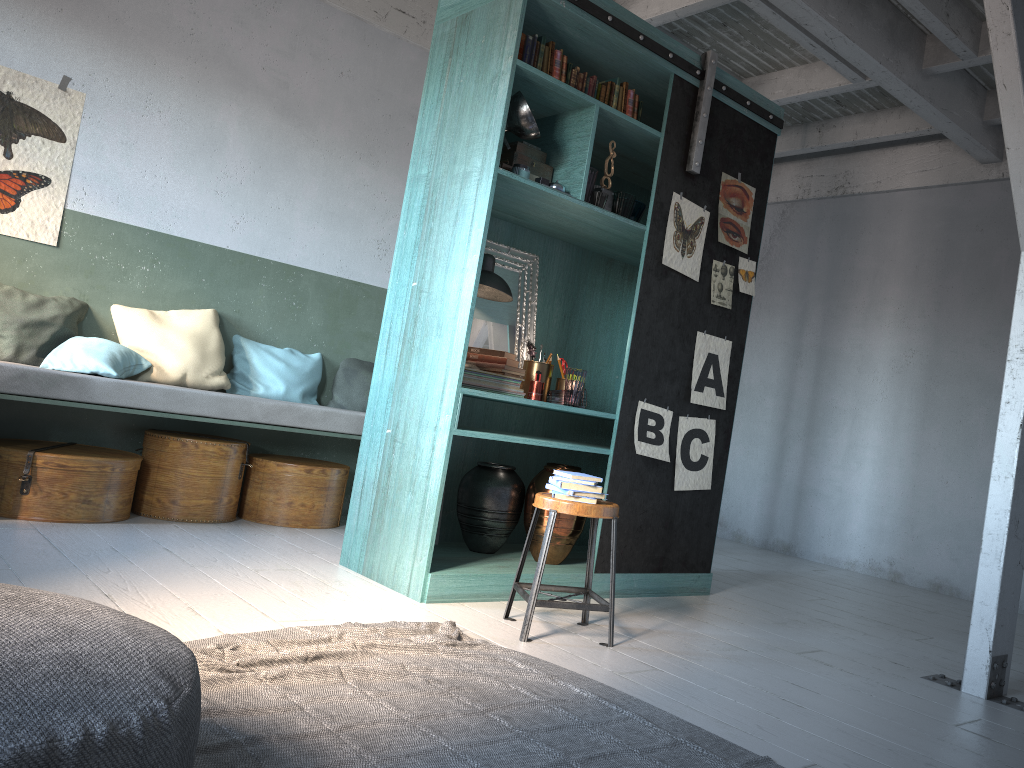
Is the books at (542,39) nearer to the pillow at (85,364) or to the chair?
the chair

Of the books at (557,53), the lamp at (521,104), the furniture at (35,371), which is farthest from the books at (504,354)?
the books at (557,53)

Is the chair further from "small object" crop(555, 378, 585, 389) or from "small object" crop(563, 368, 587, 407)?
"small object" crop(555, 378, 585, 389)

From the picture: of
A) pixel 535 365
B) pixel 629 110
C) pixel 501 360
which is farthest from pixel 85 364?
pixel 629 110

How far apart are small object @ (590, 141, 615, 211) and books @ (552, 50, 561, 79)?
0.7 meters

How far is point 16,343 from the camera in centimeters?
556cm

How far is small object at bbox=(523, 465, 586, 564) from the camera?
5.1 meters

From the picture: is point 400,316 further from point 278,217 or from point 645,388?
point 278,217

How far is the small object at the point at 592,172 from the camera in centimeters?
495cm

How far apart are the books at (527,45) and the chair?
2.4 meters
